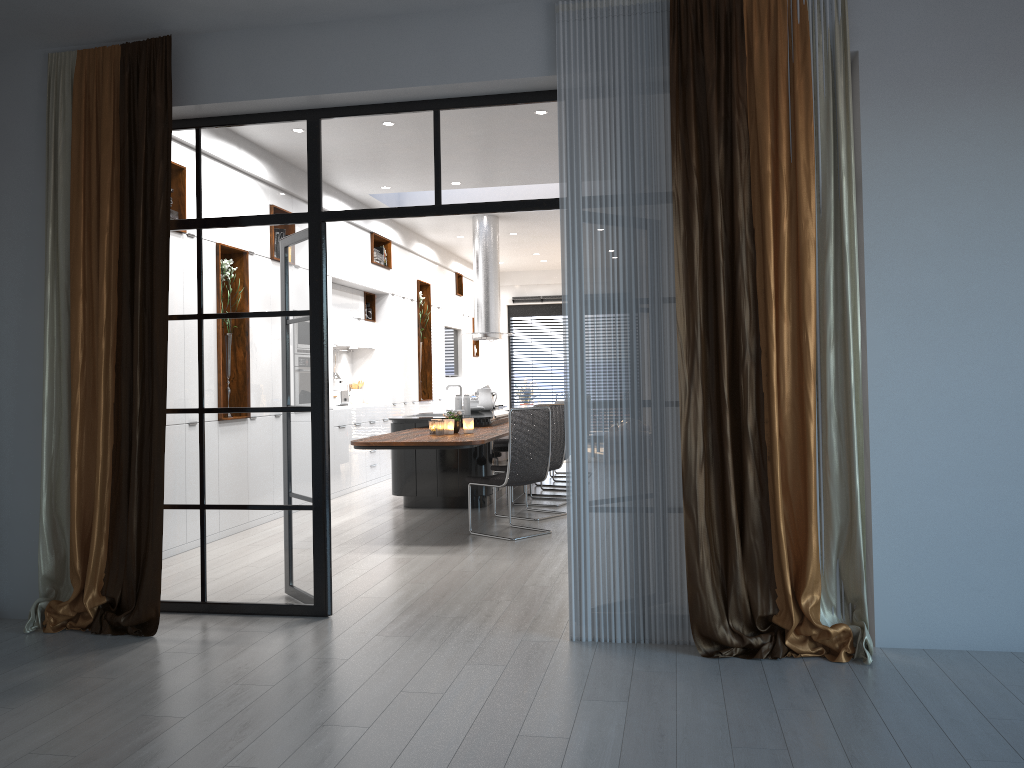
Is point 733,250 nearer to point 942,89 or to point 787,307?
point 787,307

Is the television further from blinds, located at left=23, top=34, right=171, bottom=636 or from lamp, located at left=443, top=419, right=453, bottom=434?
blinds, located at left=23, top=34, right=171, bottom=636

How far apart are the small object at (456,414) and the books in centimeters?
408cm

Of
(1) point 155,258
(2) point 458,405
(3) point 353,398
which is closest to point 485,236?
(3) point 353,398

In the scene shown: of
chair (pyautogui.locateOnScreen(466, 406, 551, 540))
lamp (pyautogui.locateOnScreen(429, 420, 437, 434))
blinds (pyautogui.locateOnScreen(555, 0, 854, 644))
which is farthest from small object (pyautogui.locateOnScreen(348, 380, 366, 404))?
blinds (pyautogui.locateOnScreen(555, 0, 854, 644))

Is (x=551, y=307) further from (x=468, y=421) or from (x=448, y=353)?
(x=468, y=421)

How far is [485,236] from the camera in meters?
11.3 m

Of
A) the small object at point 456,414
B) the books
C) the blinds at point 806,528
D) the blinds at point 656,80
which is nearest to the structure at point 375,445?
the small object at point 456,414

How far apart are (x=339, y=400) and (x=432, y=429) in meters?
3.7

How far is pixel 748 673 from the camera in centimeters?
369cm
